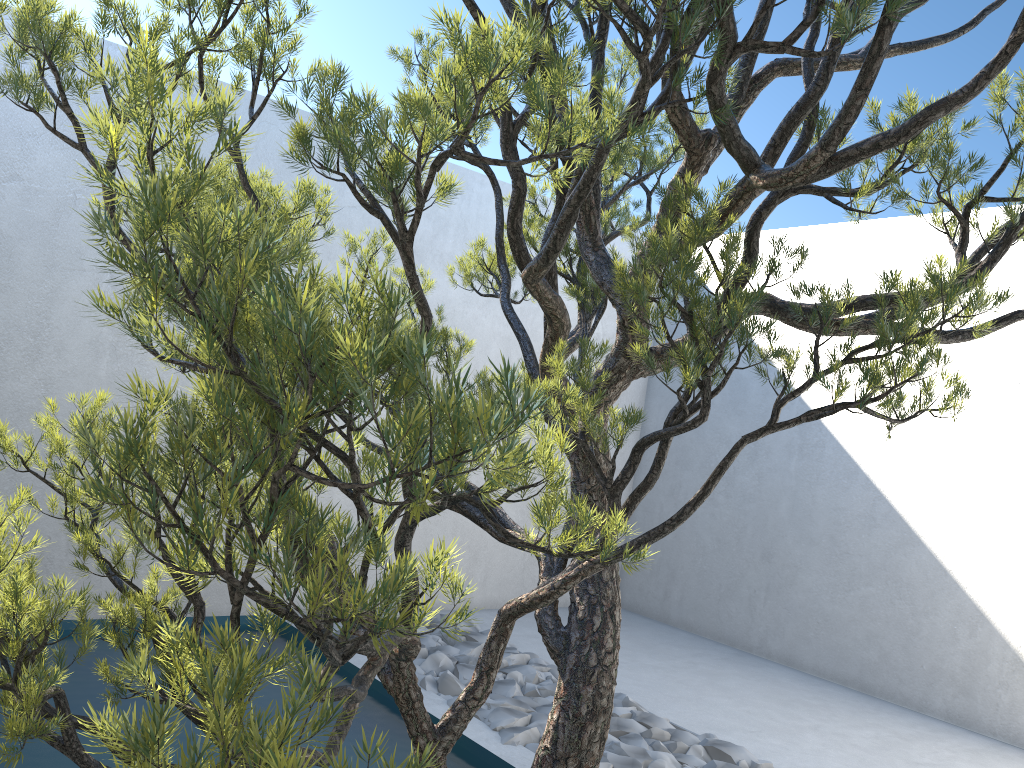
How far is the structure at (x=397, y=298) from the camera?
0.7m

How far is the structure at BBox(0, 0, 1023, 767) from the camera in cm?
73

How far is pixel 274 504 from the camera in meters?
0.8 m

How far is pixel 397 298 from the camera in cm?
73
